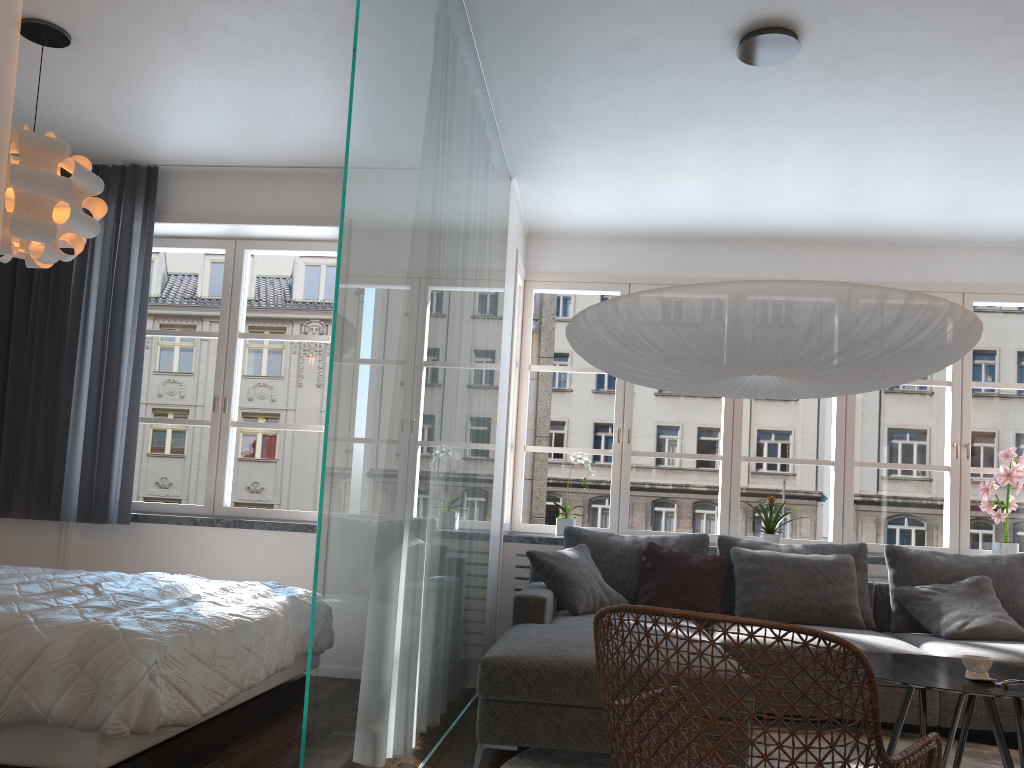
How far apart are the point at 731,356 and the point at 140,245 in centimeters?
360cm

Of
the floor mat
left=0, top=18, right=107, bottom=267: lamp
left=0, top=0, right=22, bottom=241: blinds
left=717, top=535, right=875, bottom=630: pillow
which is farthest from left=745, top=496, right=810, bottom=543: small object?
left=0, top=0, right=22, bottom=241: blinds

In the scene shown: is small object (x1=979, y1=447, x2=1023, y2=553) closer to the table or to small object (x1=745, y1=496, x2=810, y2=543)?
small object (x1=745, y1=496, x2=810, y2=543)

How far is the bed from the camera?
2.3 meters

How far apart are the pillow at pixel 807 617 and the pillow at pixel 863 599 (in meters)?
0.09

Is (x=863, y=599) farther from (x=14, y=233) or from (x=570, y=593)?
(x=14, y=233)

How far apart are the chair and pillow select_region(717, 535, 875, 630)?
2.3m

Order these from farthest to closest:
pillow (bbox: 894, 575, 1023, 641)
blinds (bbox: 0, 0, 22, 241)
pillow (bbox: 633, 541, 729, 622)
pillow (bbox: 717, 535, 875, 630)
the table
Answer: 1. pillow (bbox: 717, 535, 875, 630)
2. pillow (bbox: 633, 541, 729, 622)
3. pillow (bbox: 894, 575, 1023, 641)
4. the table
5. blinds (bbox: 0, 0, 22, 241)

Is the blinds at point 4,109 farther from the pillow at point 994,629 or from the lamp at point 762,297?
the pillow at point 994,629

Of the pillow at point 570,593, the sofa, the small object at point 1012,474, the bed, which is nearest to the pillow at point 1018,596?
the sofa
